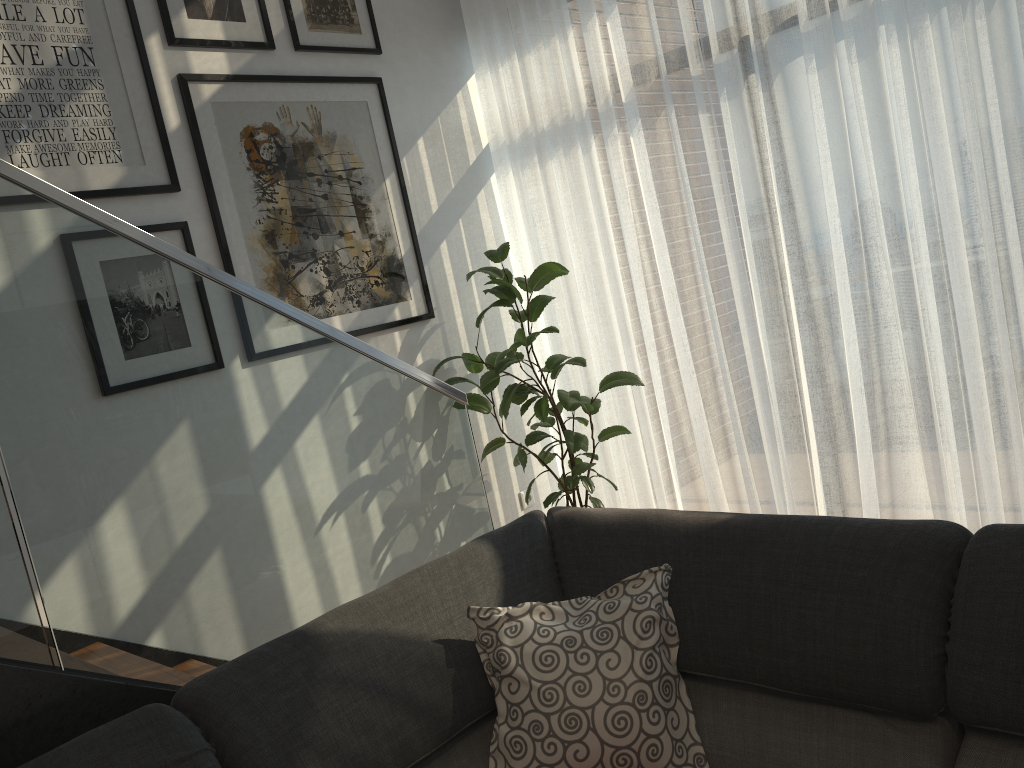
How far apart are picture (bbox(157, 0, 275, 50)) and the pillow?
2.3m

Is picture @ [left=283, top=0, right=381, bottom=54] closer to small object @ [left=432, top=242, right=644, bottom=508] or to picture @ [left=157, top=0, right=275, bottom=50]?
picture @ [left=157, top=0, right=275, bottom=50]

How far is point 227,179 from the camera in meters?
3.1 m

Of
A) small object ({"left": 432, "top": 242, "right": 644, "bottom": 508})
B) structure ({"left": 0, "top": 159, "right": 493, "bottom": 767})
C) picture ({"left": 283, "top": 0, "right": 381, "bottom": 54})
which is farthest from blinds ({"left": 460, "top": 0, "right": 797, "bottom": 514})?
structure ({"left": 0, "top": 159, "right": 493, "bottom": 767})

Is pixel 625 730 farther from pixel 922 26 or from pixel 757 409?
pixel 922 26

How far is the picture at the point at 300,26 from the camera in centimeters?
332cm

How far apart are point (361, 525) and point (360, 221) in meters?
1.8

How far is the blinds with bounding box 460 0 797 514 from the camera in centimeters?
329cm

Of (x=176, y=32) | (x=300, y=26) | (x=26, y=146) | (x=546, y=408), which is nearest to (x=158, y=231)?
(x=26, y=146)

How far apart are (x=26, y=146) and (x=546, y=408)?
2.0m
